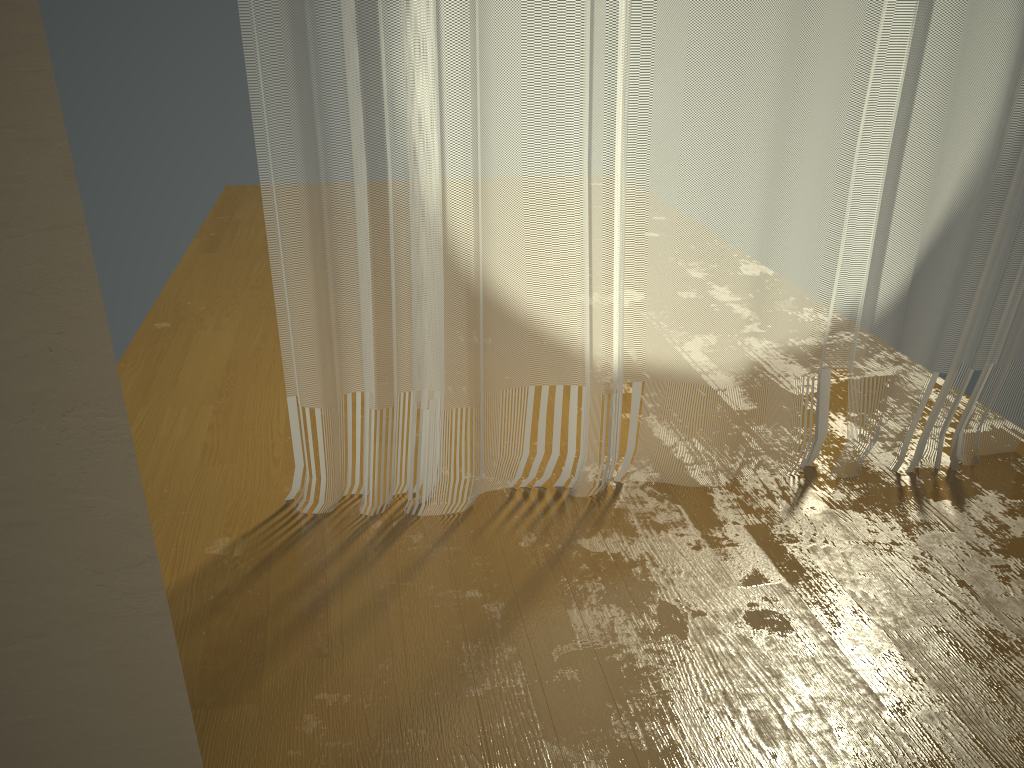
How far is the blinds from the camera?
1.9m

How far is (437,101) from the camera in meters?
1.9

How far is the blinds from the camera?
1.86m
